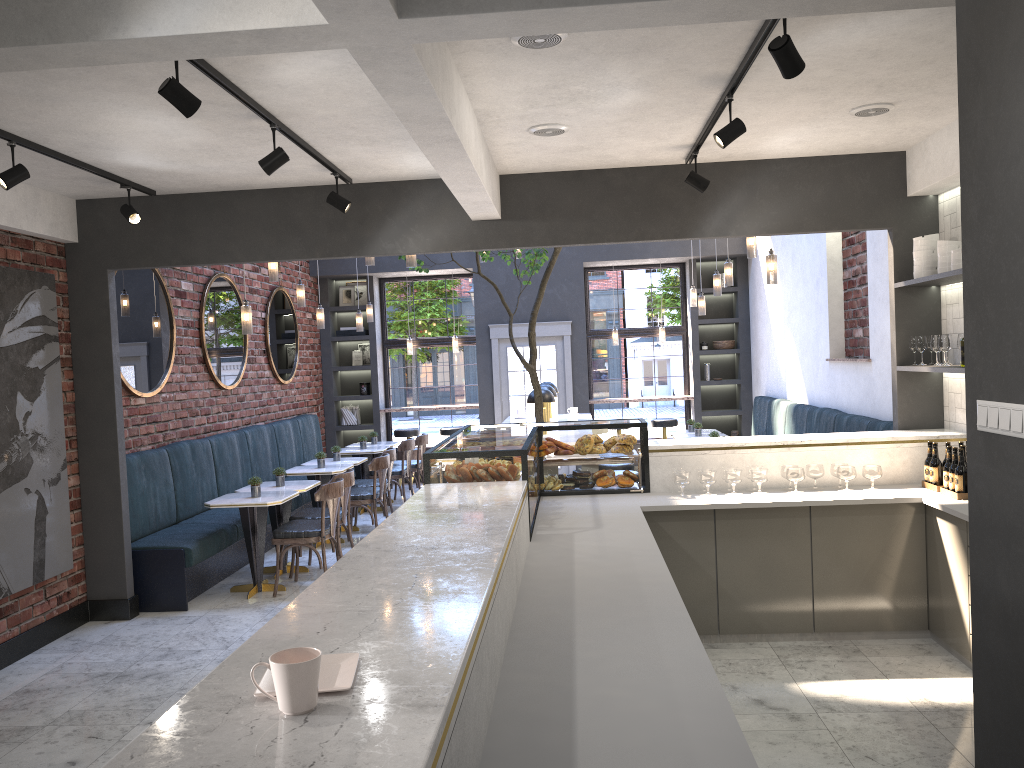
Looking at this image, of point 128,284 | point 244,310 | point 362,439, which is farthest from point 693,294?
point 128,284

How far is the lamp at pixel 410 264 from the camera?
6.71m

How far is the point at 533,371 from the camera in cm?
727

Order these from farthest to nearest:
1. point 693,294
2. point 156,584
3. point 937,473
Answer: point 693,294
point 156,584
point 937,473

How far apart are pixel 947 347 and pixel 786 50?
2.88m

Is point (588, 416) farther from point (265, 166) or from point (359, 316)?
point (265, 166)

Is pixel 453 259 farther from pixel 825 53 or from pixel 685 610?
pixel 685 610

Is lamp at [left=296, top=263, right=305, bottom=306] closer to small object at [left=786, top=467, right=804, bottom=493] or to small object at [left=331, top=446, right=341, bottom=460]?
small object at [left=331, top=446, right=341, bottom=460]

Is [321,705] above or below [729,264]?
below

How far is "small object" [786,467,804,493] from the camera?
5.3 meters
